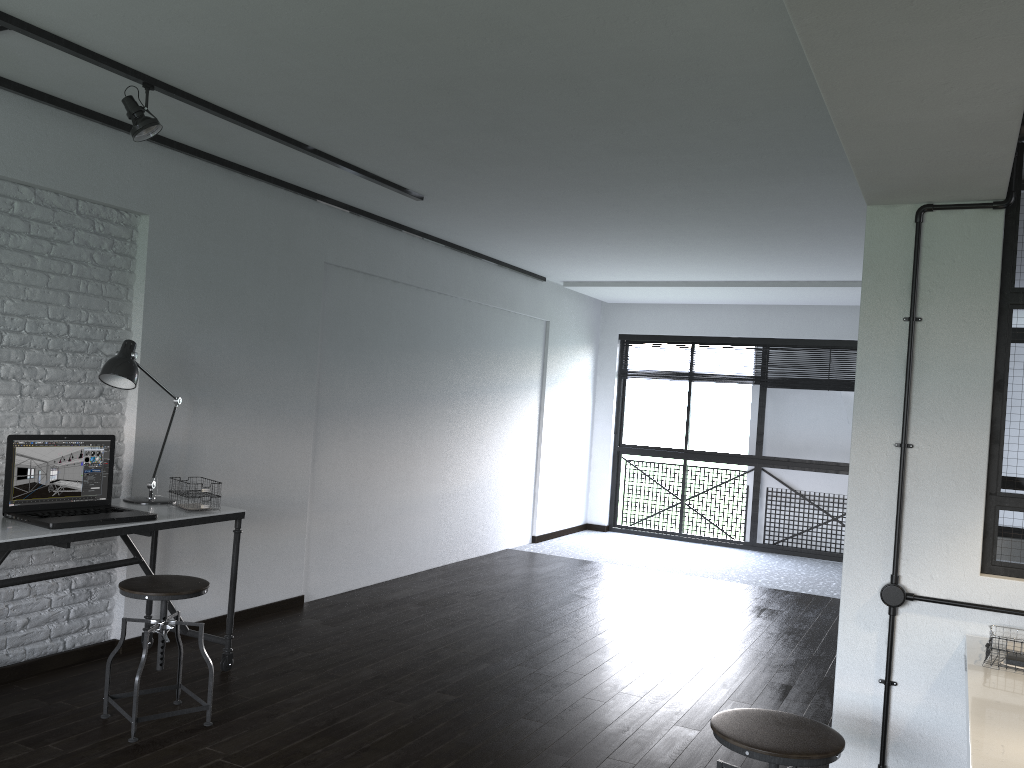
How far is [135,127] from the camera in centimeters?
326cm

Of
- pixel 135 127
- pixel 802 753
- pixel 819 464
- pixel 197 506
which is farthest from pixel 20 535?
pixel 819 464

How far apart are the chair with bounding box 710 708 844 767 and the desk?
2.3 meters

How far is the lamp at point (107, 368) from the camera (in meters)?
3.60

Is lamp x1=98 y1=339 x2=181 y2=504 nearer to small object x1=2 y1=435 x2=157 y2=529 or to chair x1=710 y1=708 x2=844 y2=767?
small object x1=2 y1=435 x2=157 y2=529

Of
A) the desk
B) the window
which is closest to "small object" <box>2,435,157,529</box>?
the desk

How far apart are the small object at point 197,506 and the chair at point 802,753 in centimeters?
239cm

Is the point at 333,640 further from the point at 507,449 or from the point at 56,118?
the point at 507,449

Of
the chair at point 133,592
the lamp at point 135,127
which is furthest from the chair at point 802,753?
the lamp at point 135,127

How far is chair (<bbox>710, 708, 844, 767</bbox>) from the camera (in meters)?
2.07
